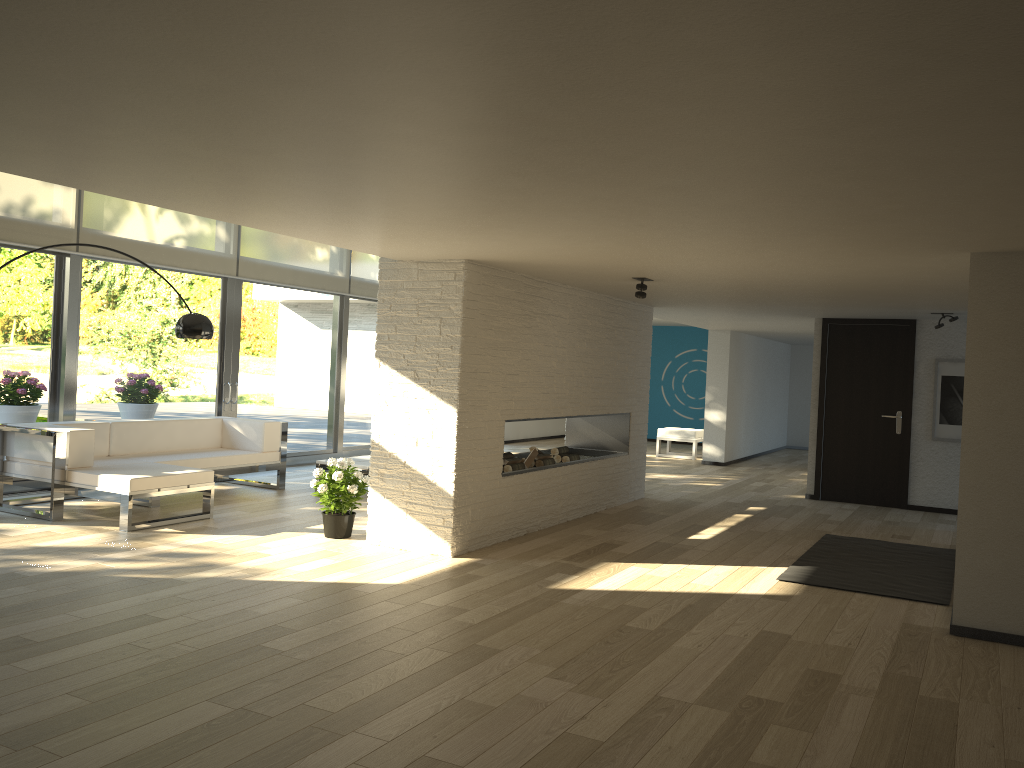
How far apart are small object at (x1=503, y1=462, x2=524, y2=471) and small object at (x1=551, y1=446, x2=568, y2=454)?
0.94m

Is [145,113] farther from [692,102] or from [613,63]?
[692,102]

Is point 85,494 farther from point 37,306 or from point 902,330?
point 902,330

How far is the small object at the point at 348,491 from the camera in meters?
6.2

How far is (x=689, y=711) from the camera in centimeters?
334cm

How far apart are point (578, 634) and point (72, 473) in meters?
4.2 m

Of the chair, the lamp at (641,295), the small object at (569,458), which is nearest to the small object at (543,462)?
the small object at (569,458)

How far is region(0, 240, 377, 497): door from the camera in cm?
761

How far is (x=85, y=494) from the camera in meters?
6.3

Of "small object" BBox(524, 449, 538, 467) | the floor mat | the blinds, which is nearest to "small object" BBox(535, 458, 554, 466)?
"small object" BBox(524, 449, 538, 467)
